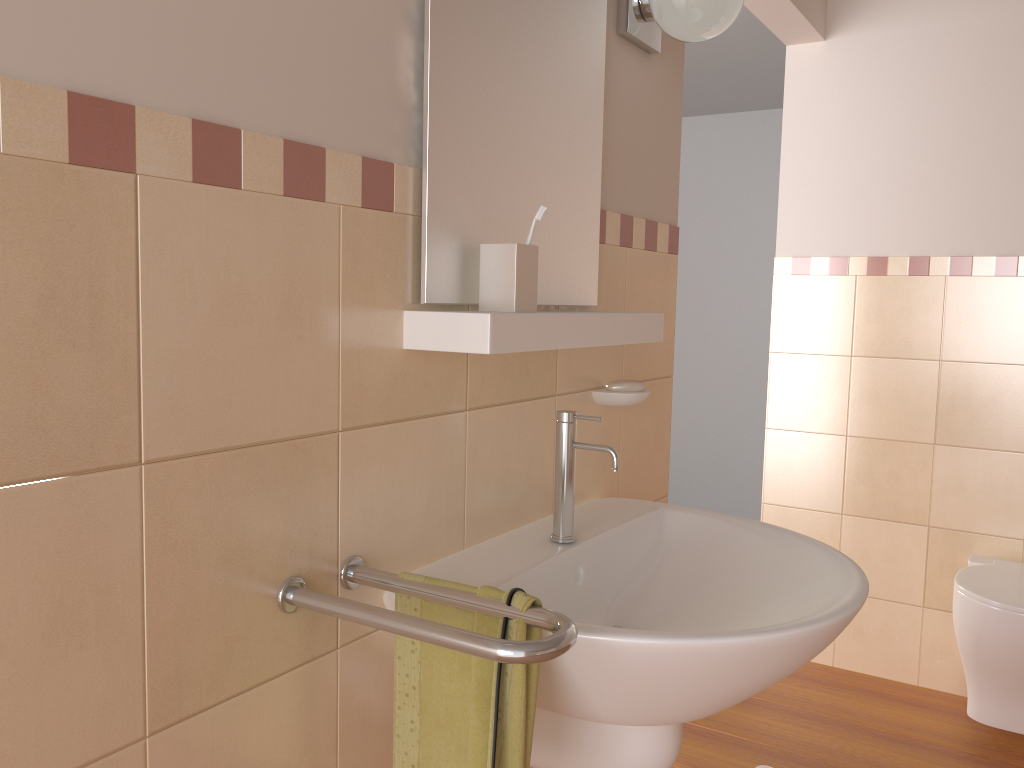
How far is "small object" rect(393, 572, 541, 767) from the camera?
0.96m

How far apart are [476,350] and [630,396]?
0.6m

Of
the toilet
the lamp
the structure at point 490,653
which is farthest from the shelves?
the toilet

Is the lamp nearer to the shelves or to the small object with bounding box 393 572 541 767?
the shelves

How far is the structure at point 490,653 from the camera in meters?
A: 0.9

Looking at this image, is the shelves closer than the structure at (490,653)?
No

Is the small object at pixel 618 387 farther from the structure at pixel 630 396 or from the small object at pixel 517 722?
the small object at pixel 517 722

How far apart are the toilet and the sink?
1.2m

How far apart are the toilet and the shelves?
1.42m

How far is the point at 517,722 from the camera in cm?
96
